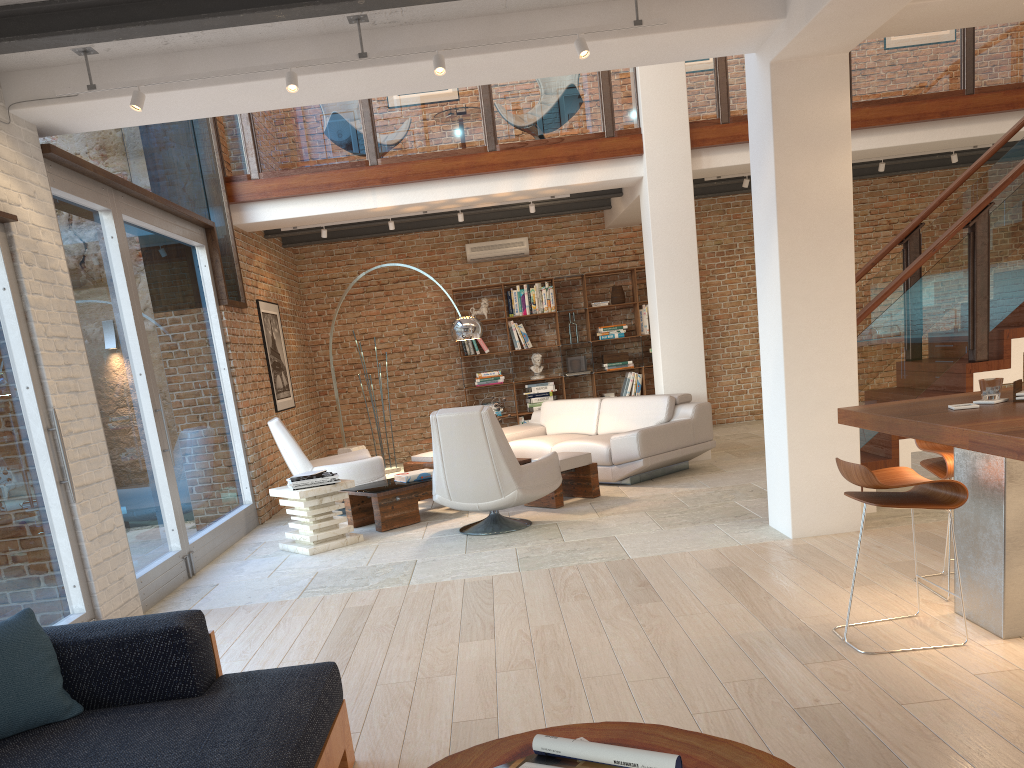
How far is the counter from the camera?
3.0 meters

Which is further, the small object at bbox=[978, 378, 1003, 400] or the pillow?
the small object at bbox=[978, 378, 1003, 400]

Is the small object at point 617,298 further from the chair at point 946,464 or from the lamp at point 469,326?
the chair at point 946,464

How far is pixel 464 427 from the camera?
6.2 meters

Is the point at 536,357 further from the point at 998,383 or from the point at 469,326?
the point at 998,383

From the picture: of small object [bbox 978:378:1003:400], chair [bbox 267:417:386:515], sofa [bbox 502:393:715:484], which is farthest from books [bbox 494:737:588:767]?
chair [bbox 267:417:386:515]

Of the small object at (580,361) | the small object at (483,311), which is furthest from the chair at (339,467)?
the small object at (580,361)

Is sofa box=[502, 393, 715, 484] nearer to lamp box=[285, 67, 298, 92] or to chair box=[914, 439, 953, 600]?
chair box=[914, 439, 953, 600]

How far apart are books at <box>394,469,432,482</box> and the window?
1.4 meters

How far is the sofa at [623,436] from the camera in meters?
7.9
